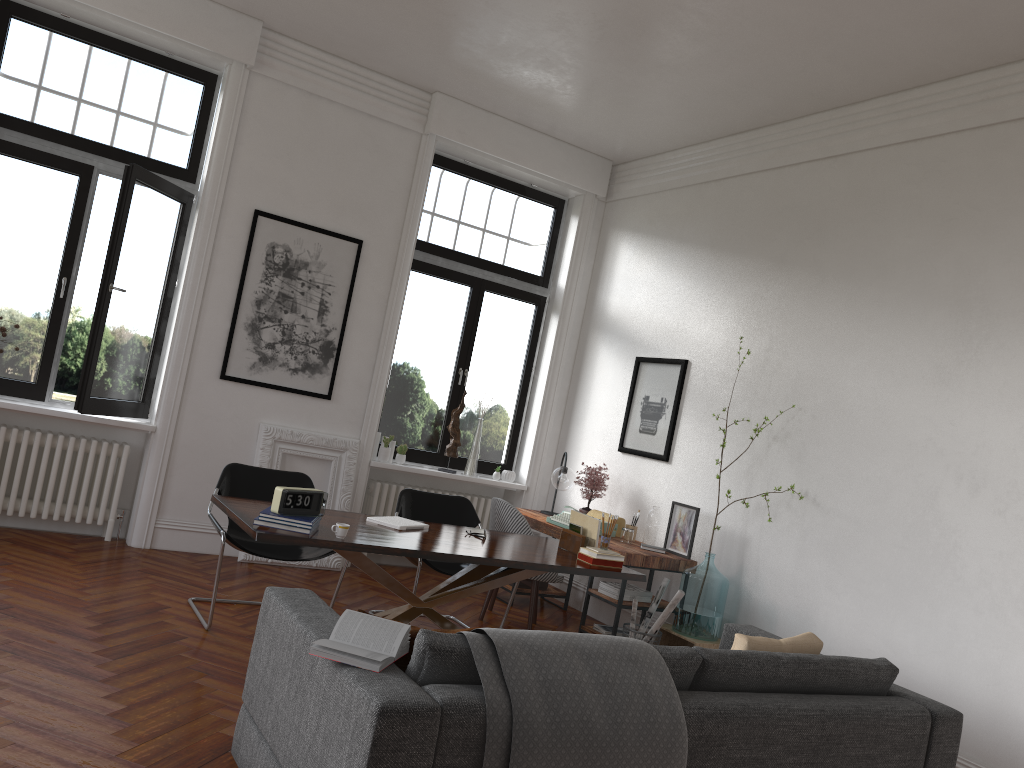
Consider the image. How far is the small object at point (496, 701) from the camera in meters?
2.6 m

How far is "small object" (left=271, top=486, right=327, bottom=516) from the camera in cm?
414

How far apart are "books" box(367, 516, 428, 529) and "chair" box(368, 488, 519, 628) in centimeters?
38cm

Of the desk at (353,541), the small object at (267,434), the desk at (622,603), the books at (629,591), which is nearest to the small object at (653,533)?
the desk at (622,603)

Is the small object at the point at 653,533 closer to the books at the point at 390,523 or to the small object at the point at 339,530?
the books at the point at 390,523

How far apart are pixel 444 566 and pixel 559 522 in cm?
115

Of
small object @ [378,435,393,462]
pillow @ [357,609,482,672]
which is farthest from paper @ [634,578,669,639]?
pillow @ [357,609,482,672]

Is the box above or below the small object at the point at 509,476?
below

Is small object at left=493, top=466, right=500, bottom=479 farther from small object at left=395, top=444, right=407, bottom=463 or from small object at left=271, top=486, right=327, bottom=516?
small object at left=271, top=486, right=327, bottom=516

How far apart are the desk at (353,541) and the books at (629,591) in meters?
0.7 m
